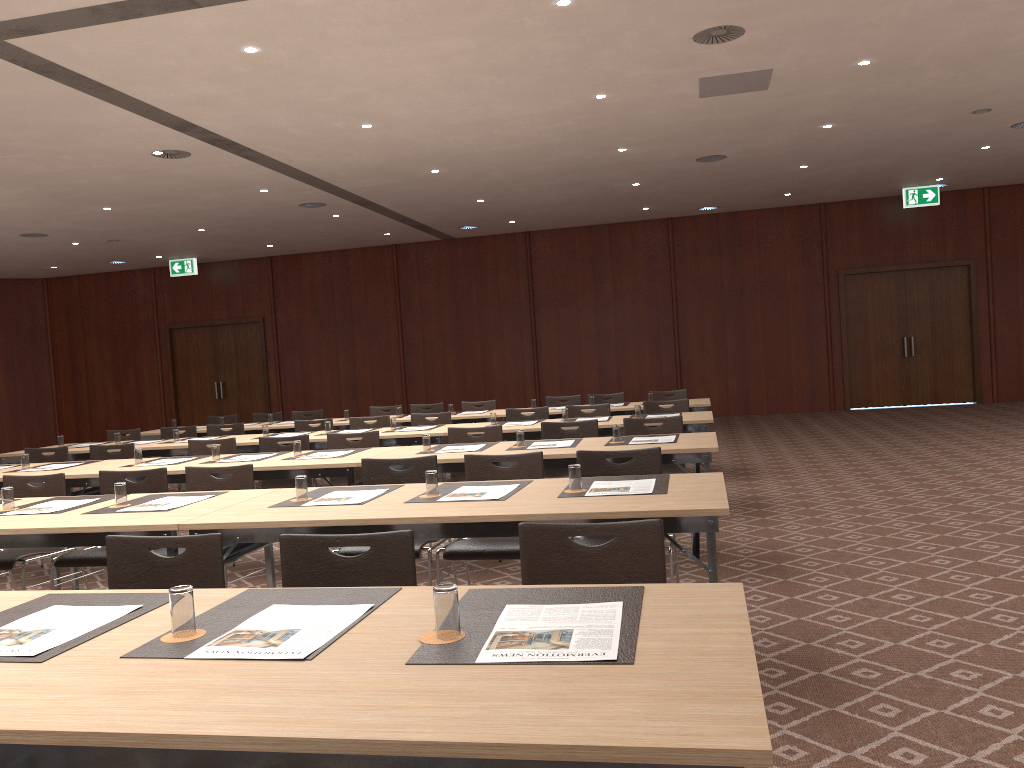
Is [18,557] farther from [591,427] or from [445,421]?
[445,421]

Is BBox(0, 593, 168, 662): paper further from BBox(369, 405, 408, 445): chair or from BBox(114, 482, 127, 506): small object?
BBox(369, 405, 408, 445): chair

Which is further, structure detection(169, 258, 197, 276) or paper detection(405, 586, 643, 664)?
structure detection(169, 258, 197, 276)

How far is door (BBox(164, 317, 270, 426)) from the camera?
19.7 meters

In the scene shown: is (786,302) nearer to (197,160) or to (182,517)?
(197,160)

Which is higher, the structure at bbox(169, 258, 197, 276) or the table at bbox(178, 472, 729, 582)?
the structure at bbox(169, 258, 197, 276)

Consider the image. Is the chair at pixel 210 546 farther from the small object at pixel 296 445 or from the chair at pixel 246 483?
the small object at pixel 296 445

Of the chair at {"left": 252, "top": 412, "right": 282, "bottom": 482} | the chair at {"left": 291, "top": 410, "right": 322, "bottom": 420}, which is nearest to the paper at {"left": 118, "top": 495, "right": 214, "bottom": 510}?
the chair at {"left": 291, "top": 410, "right": 322, "bottom": 420}

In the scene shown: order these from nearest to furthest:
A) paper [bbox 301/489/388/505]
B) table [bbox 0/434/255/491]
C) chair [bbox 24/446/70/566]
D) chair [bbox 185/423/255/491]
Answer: paper [bbox 301/489/388/505] < chair [bbox 24/446/70/566] < table [bbox 0/434/255/491] < chair [bbox 185/423/255/491]

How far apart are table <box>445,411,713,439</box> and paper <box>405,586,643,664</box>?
5.1m
